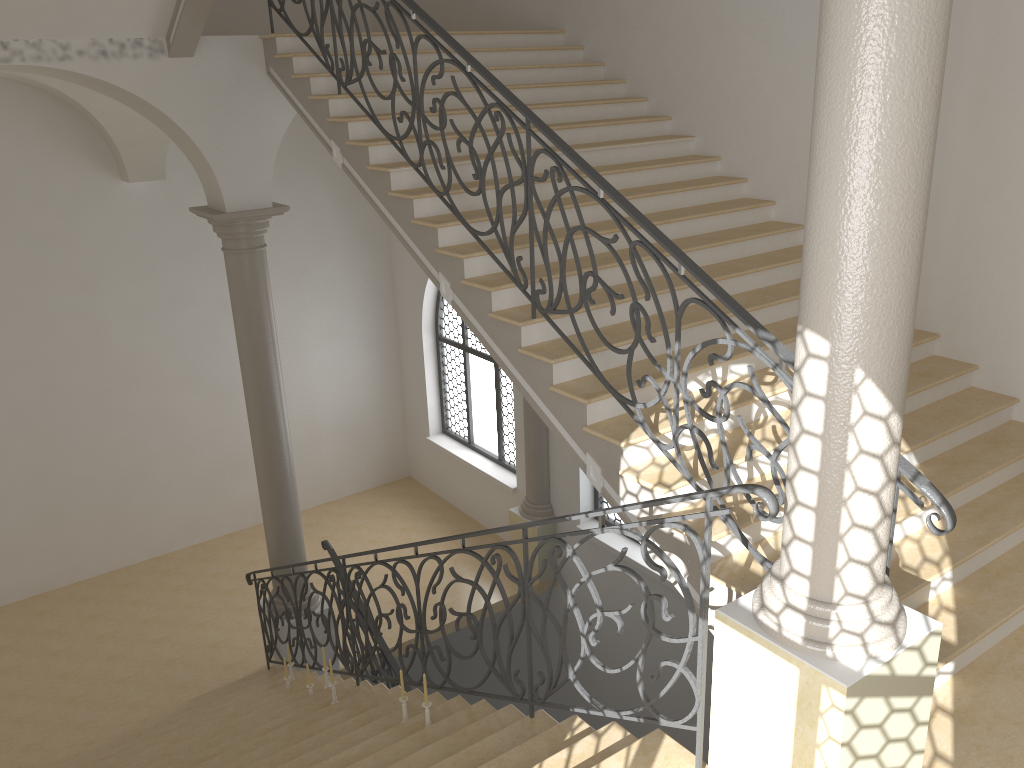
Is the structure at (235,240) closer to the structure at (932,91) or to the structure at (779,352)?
the structure at (779,352)

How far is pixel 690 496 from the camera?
3.3 meters

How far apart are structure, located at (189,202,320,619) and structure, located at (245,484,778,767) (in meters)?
0.30

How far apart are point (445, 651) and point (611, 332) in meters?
10.3 m

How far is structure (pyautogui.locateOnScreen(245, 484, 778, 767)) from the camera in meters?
3.3 m

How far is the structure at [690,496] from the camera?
3.3 meters

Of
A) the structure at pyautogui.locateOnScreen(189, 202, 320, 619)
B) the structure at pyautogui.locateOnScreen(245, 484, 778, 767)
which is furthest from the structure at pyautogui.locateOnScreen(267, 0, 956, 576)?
the structure at pyautogui.locateOnScreen(189, 202, 320, 619)

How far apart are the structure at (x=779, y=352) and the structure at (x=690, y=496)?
0.7 meters

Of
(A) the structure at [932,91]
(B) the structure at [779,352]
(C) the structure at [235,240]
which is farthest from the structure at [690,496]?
(B) the structure at [779,352]

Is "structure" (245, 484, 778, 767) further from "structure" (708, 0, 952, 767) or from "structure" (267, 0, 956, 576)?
"structure" (267, 0, 956, 576)
